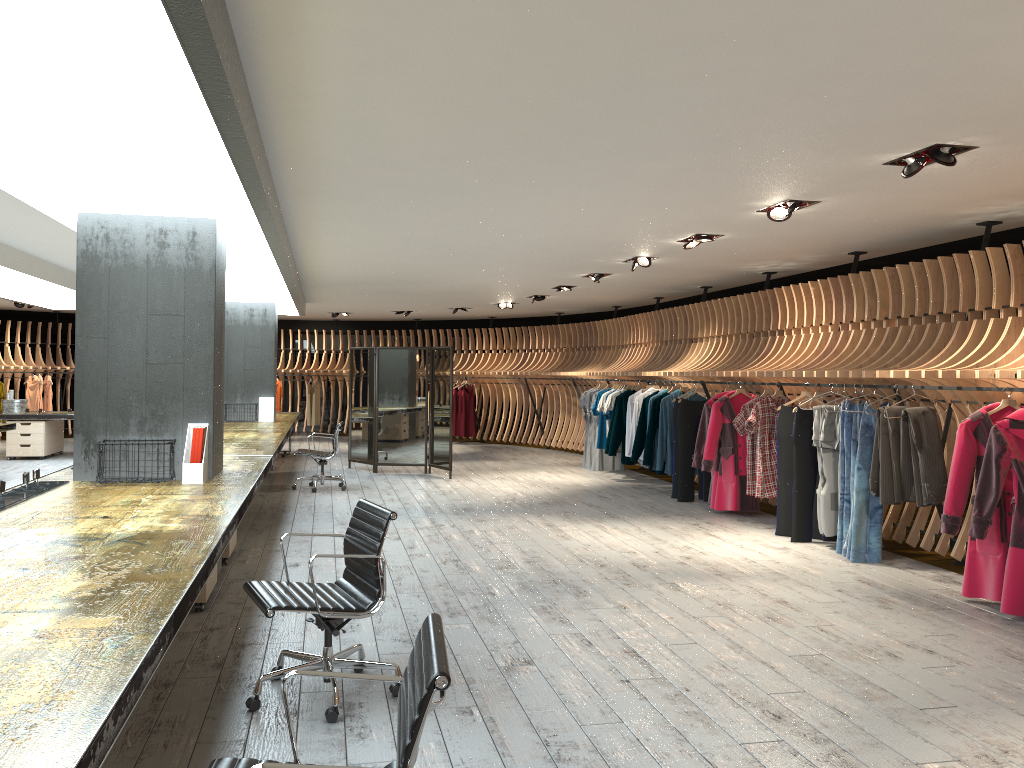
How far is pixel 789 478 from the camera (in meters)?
8.33

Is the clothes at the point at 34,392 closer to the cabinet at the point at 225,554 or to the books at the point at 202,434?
the cabinet at the point at 225,554

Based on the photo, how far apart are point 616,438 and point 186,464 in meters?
7.7 m

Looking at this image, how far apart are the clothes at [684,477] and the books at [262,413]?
6.2 meters

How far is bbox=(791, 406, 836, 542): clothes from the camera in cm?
802

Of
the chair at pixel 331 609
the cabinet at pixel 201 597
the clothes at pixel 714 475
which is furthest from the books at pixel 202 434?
the clothes at pixel 714 475

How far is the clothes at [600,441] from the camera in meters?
13.6

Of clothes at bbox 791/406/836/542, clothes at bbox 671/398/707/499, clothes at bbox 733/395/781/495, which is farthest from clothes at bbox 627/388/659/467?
clothes at bbox 791/406/836/542

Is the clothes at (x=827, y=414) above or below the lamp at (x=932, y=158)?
below

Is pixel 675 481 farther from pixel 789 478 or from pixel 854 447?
pixel 854 447
